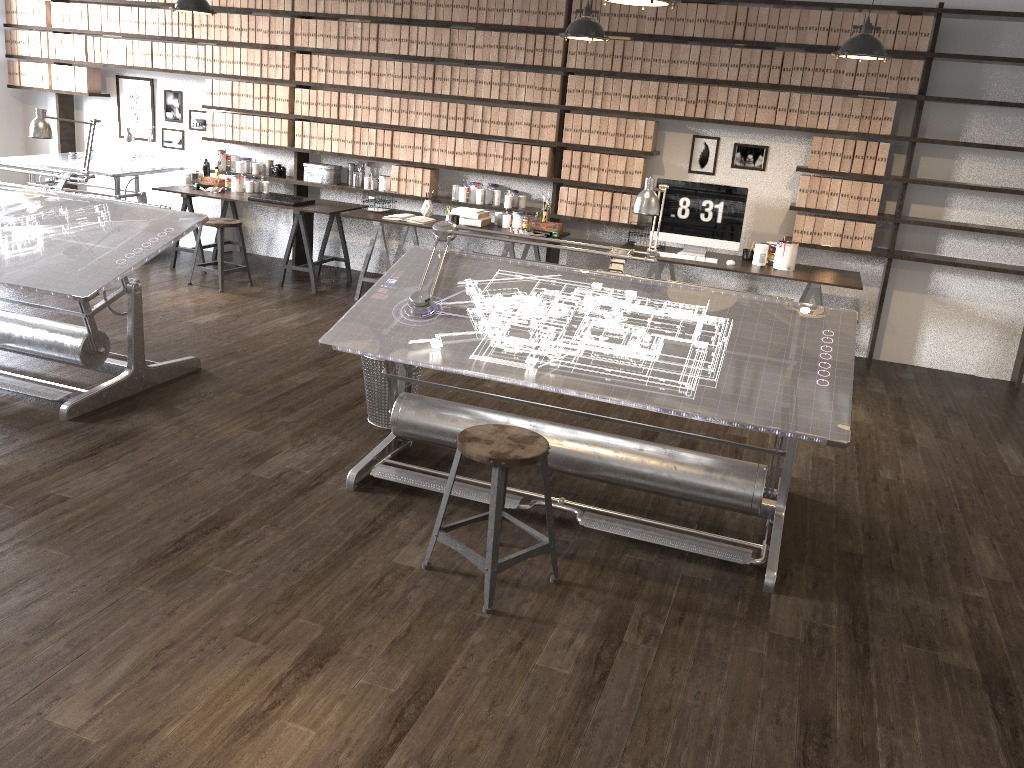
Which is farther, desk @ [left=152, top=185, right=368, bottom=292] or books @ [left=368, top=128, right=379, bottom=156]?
books @ [left=368, top=128, right=379, bottom=156]

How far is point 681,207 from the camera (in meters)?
6.30

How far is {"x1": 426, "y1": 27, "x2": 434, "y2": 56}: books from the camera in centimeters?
679cm

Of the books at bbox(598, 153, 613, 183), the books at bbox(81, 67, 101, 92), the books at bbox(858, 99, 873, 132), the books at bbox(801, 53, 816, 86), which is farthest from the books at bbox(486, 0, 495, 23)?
the books at bbox(81, 67, 101, 92)

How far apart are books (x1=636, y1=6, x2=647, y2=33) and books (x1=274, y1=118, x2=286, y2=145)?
3.1 meters

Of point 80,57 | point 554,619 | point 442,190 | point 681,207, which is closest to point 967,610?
point 554,619

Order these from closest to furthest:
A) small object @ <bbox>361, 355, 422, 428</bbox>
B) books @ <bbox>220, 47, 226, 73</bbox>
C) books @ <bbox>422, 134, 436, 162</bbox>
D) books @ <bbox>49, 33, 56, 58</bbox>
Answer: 1. small object @ <bbox>361, 355, 422, 428</bbox>
2. books @ <bbox>422, 134, 436, 162</bbox>
3. books @ <bbox>220, 47, 226, 73</bbox>
4. books @ <bbox>49, 33, 56, 58</bbox>

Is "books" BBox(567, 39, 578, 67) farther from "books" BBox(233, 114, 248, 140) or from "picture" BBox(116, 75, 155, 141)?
"picture" BBox(116, 75, 155, 141)

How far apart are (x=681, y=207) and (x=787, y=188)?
0.84m

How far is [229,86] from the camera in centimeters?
749cm
